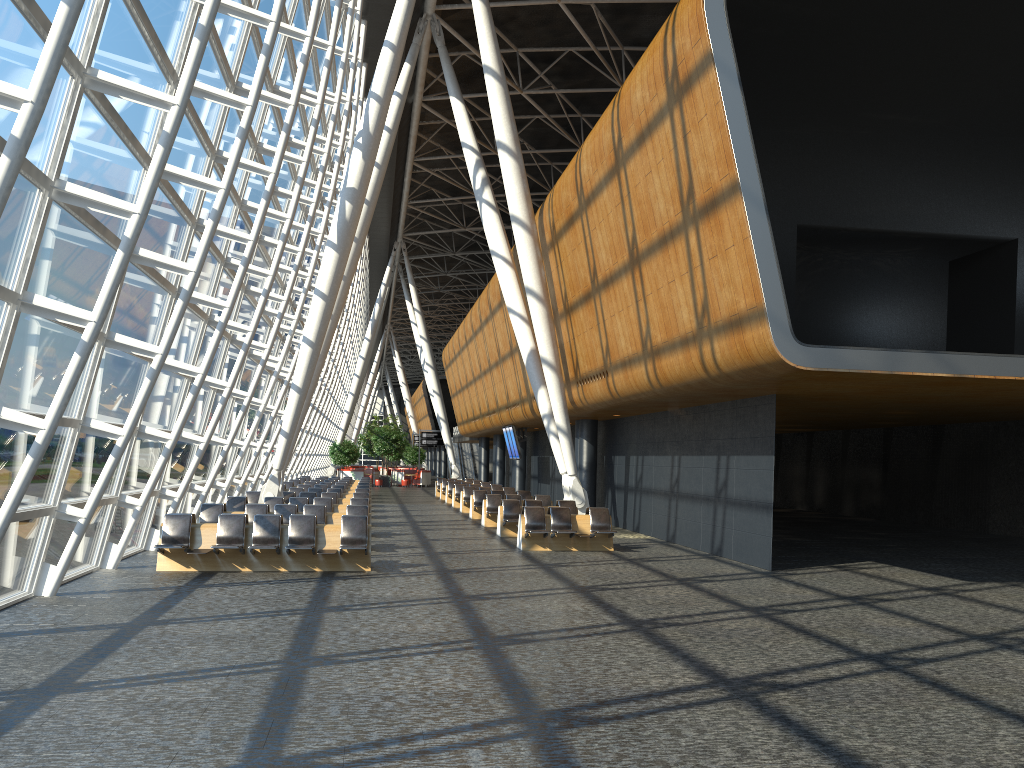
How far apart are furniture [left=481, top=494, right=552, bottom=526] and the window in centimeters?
693cm

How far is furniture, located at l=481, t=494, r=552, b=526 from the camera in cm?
2341

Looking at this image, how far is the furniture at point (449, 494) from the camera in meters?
35.1

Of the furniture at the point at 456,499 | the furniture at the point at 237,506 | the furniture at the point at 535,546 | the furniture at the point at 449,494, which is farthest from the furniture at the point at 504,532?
the furniture at the point at 449,494

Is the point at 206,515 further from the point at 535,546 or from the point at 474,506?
the point at 474,506

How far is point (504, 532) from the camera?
20.46m

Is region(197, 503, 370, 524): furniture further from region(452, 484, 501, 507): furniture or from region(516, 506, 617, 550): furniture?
region(452, 484, 501, 507): furniture

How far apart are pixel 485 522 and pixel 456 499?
8.8 meters

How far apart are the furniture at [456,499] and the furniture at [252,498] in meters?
9.4

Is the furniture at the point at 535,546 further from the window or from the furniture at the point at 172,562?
the window
